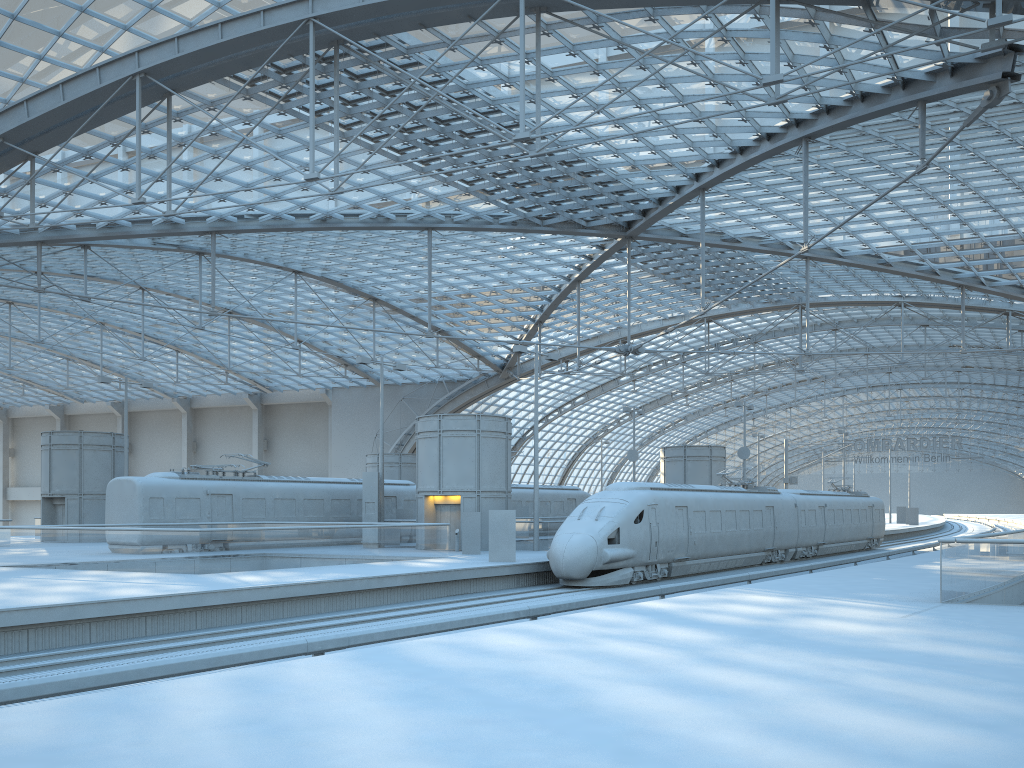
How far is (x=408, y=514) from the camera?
40.7m

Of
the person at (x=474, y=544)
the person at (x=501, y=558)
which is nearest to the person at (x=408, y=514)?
the person at (x=474, y=544)

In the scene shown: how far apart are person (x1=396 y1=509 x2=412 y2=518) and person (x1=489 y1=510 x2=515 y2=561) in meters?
13.6

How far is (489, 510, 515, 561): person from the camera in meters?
27.7 m

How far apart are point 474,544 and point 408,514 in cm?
942

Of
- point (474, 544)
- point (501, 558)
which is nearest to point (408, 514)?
point (474, 544)

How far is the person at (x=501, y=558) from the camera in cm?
2765

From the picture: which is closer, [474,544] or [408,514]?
[474,544]

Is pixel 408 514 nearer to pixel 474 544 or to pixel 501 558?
pixel 474 544

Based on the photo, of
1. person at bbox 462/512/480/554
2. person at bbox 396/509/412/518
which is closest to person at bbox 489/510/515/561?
person at bbox 462/512/480/554
